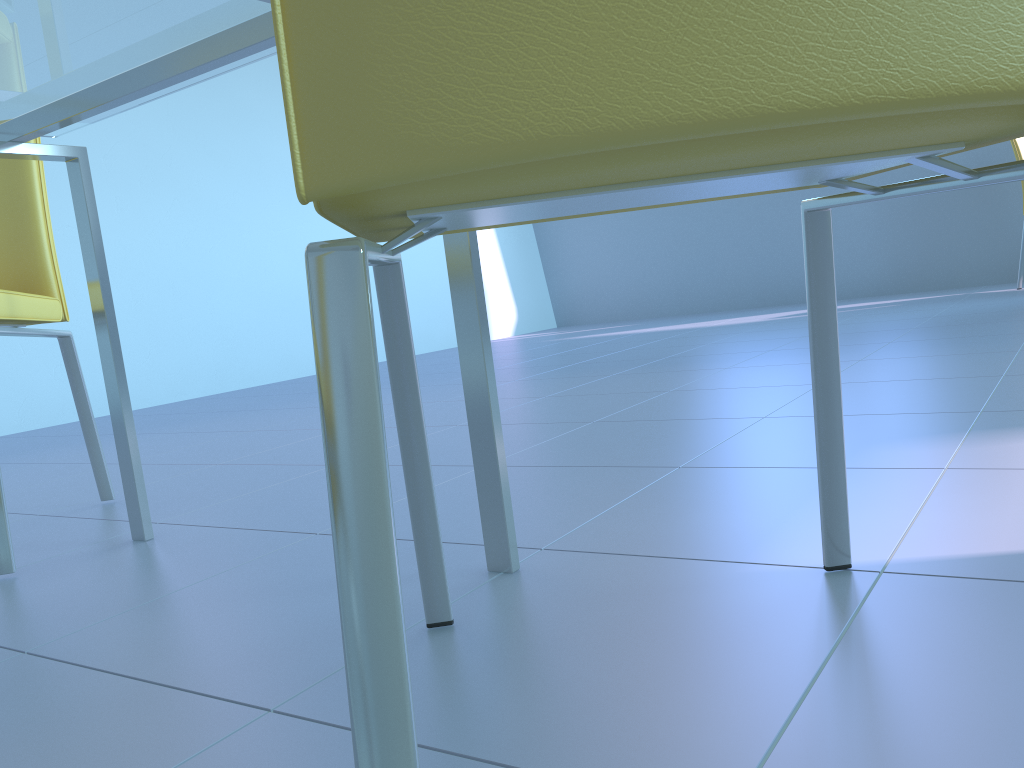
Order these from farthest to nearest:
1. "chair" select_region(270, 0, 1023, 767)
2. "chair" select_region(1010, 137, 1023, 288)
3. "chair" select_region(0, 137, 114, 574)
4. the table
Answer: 1. "chair" select_region(1010, 137, 1023, 288)
2. "chair" select_region(0, 137, 114, 574)
3. the table
4. "chair" select_region(270, 0, 1023, 767)

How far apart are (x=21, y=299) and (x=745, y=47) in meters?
1.3 m

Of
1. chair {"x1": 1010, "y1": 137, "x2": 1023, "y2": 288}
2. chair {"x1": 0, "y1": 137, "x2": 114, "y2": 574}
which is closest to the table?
chair {"x1": 0, "y1": 137, "x2": 114, "y2": 574}

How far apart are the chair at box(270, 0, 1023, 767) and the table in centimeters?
14cm

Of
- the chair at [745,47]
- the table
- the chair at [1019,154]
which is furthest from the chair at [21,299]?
the chair at [1019,154]

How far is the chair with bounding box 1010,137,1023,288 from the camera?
3.96m

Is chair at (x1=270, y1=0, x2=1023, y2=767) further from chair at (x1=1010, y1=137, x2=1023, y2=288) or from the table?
chair at (x1=1010, y1=137, x2=1023, y2=288)

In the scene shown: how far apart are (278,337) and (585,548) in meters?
3.5

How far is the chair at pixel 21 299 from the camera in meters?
1.3 m

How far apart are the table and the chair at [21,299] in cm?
13
